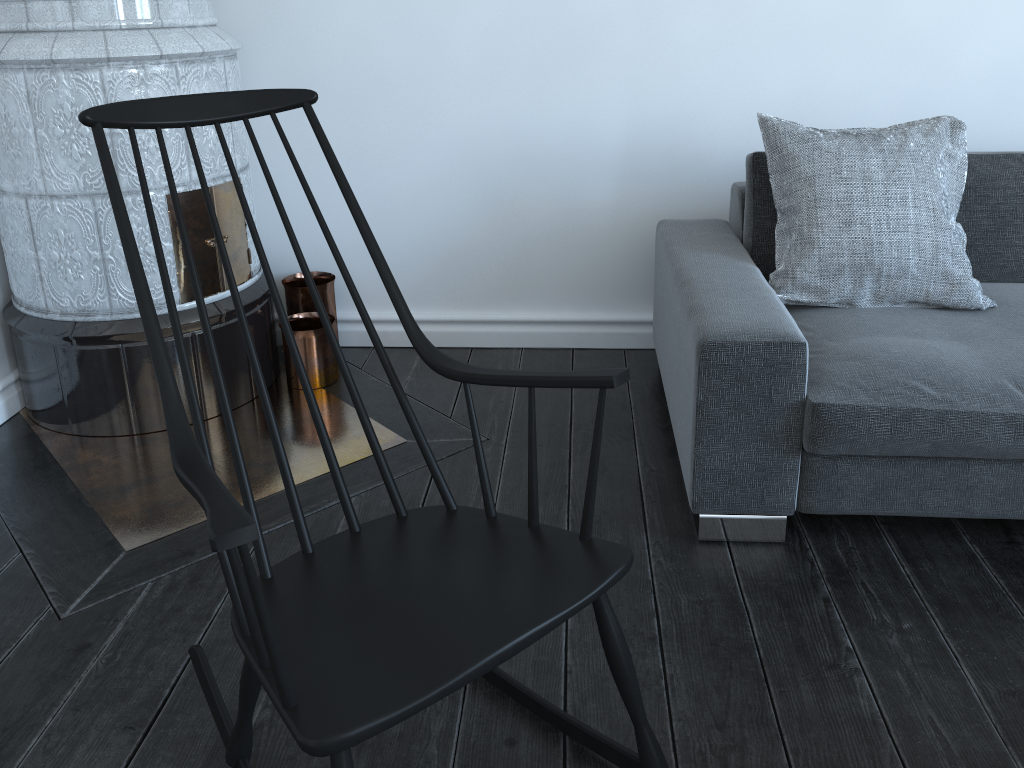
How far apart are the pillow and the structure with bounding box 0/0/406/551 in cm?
107

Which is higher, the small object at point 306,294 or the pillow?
the pillow

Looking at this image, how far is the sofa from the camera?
1.8m

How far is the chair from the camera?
1.0 meters

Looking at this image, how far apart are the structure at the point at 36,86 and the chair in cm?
55

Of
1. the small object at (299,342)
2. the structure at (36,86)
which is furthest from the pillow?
the small object at (299,342)

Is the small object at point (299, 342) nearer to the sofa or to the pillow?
the sofa

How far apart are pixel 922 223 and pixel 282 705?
1.8 meters

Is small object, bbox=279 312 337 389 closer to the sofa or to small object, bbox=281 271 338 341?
small object, bbox=281 271 338 341

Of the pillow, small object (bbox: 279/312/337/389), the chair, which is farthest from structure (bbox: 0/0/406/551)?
the pillow
